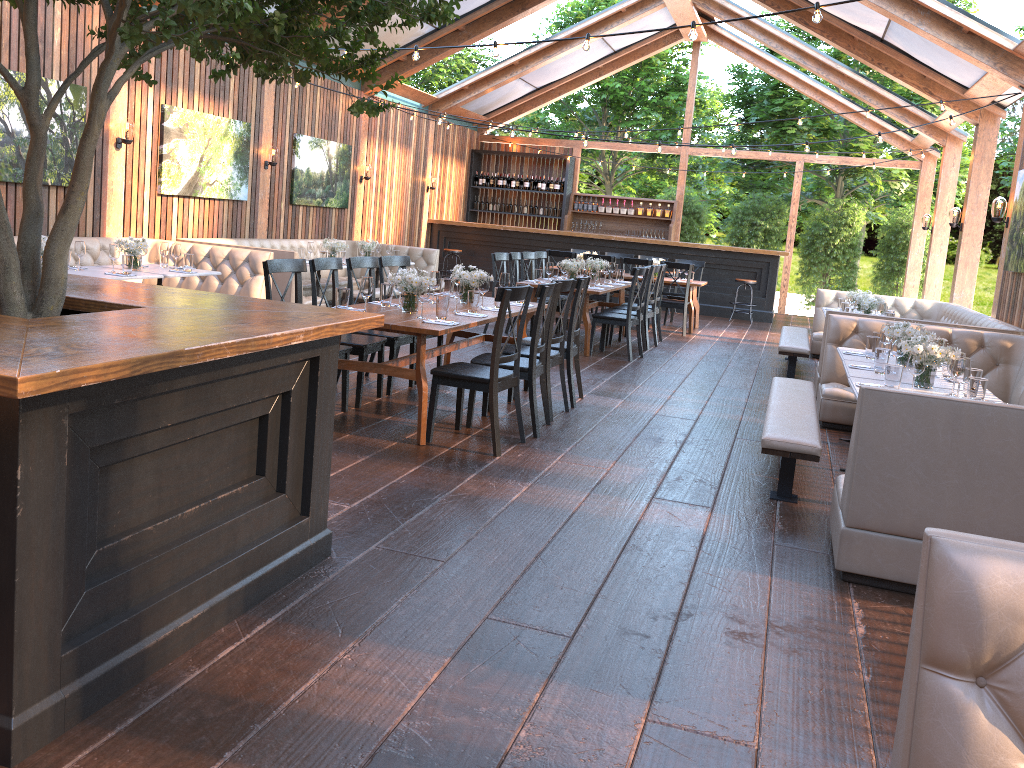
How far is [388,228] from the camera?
15.6 meters

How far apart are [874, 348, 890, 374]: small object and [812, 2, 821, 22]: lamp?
2.0m

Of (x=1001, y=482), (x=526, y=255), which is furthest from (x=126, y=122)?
(x=1001, y=482)

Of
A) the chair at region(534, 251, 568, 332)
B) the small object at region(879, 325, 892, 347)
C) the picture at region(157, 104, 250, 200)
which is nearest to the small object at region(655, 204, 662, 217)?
the chair at region(534, 251, 568, 332)

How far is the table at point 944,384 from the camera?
5.3 meters

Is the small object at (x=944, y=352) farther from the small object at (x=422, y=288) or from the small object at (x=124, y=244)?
the small object at (x=124, y=244)

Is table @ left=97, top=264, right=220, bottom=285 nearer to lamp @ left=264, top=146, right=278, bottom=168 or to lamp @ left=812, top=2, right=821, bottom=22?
lamp @ left=264, top=146, right=278, bottom=168

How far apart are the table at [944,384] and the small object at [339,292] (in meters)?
3.16

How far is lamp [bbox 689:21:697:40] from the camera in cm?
541

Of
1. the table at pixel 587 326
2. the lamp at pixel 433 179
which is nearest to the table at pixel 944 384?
the table at pixel 587 326
